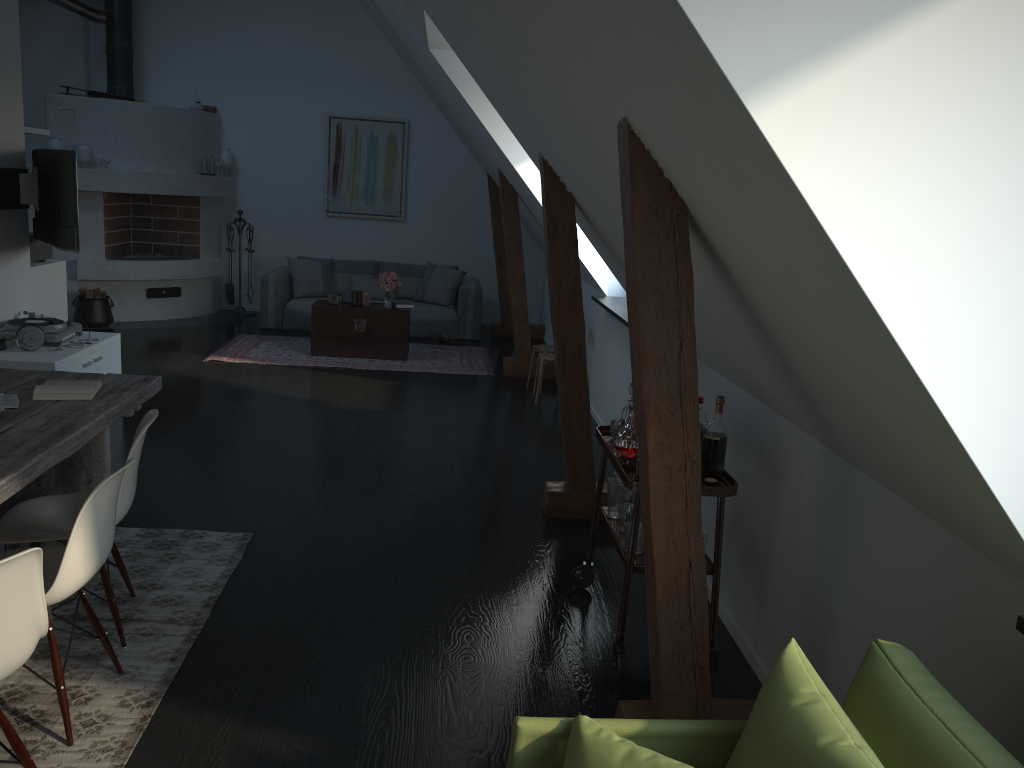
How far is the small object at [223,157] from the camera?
10.4m

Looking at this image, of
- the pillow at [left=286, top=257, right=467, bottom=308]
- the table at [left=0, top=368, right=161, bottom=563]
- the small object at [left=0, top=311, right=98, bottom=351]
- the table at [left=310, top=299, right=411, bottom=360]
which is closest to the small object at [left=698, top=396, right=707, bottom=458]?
the table at [left=0, top=368, right=161, bottom=563]

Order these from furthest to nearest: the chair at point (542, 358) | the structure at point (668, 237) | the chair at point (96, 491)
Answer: the chair at point (542, 358)
the chair at point (96, 491)
the structure at point (668, 237)

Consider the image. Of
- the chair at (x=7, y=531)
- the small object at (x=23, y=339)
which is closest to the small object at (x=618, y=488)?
the chair at (x=7, y=531)

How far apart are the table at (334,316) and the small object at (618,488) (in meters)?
5.13

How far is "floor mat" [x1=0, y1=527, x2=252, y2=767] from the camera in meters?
2.6

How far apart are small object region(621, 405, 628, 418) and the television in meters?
3.9 m

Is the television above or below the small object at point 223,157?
below

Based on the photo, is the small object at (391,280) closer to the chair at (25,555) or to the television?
the television

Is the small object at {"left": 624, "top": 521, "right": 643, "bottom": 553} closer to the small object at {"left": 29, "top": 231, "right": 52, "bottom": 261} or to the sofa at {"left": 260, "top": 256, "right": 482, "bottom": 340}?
the small object at {"left": 29, "top": 231, "right": 52, "bottom": 261}
